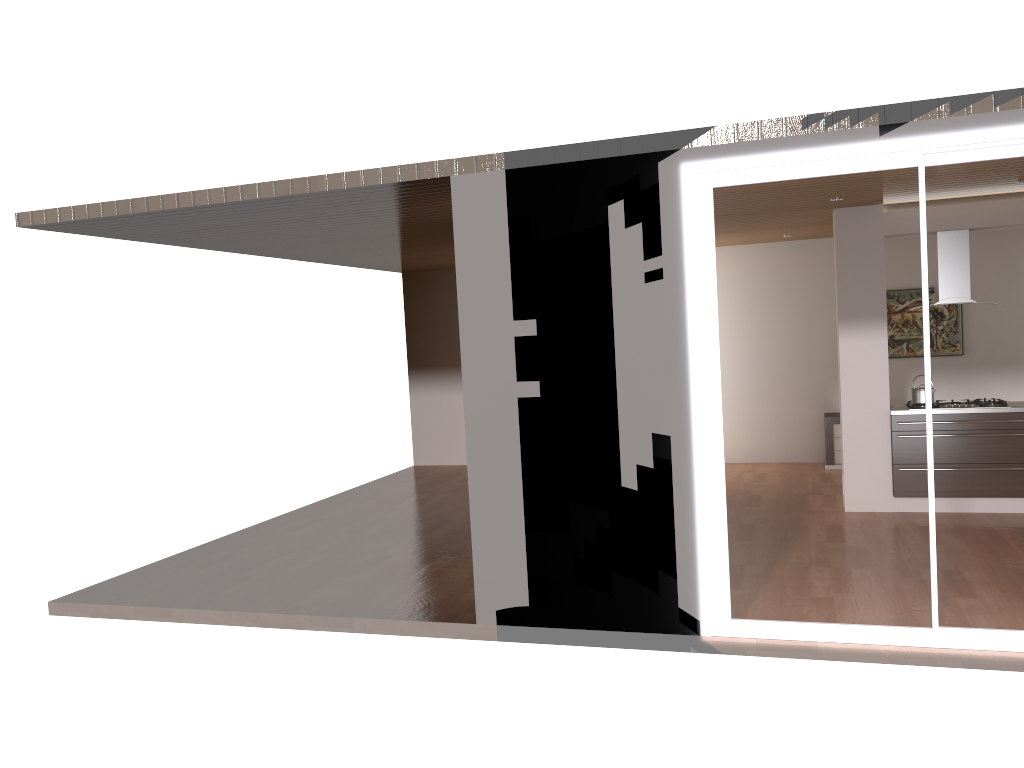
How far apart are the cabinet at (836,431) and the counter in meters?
2.3 m

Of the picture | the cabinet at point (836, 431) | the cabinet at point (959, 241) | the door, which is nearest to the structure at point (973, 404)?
the cabinet at point (959, 241)

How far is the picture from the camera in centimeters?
1023cm

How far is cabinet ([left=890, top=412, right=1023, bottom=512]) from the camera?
7.4 meters

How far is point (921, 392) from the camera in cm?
770

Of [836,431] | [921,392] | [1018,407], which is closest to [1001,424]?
[1018,407]

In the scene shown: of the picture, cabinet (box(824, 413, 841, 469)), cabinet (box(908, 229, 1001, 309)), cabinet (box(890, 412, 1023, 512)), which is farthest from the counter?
the picture

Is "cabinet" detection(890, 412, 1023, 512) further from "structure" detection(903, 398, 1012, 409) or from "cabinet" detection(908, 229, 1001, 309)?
"cabinet" detection(908, 229, 1001, 309)

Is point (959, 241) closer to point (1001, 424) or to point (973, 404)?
point (973, 404)

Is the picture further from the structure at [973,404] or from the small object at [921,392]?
the small object at [921,392]
